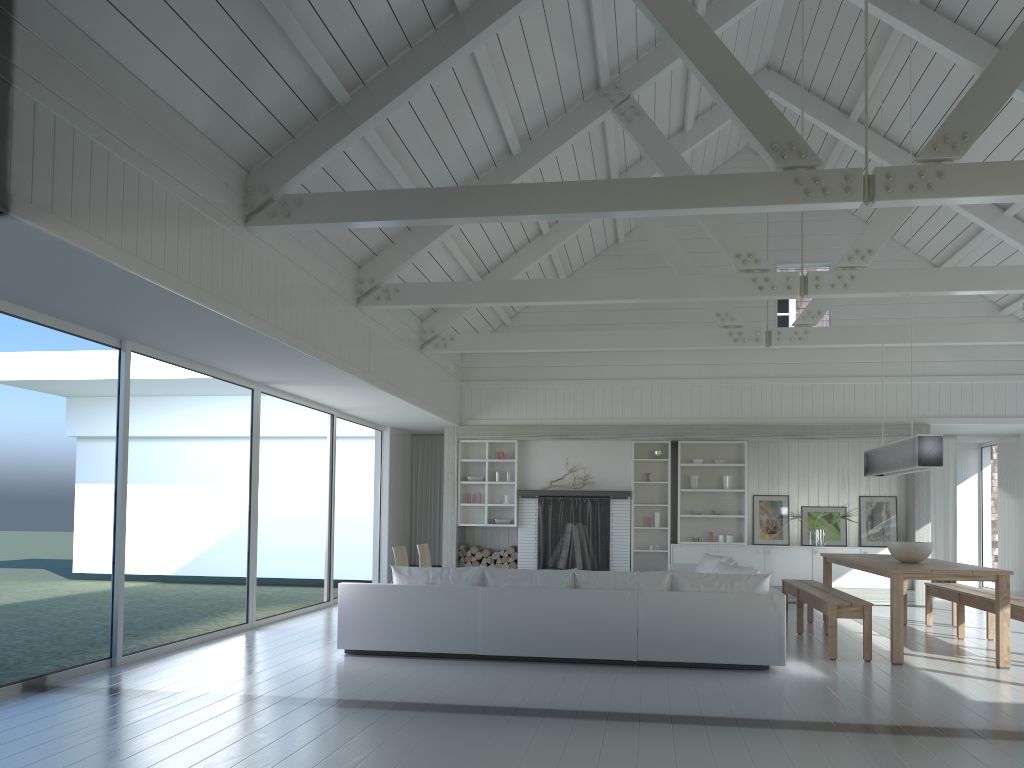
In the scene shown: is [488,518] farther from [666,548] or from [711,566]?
[711,566]

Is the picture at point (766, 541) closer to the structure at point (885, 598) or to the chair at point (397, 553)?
the structure at point (885, 598)

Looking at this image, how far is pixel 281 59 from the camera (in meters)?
5.47

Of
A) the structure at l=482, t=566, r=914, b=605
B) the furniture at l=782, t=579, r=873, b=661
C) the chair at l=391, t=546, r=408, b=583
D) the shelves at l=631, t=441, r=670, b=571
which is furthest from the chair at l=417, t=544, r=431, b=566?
the structure at l=482, t=566, r=914, b=605

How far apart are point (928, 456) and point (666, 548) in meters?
5.5

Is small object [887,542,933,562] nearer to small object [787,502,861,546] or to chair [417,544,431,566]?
small object [787,502,861,546]

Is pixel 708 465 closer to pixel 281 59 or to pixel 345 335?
pixel 345 335

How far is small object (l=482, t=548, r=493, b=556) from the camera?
12.54m

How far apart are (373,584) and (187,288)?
2.8 meters

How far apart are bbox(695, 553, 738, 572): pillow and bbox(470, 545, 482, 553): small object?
3.7m
